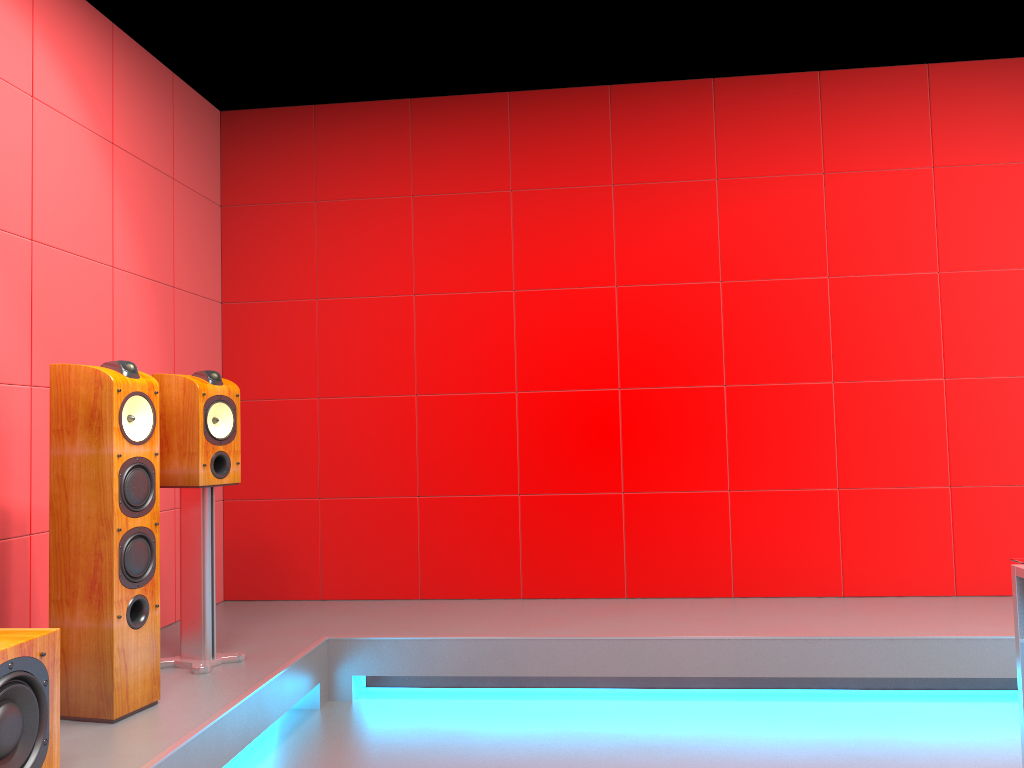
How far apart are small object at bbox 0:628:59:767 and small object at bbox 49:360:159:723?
0.41m

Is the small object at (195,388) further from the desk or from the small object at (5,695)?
the desk

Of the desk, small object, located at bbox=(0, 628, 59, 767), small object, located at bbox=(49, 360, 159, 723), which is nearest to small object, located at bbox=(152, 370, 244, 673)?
small object, located at bbox=(49, 360, 159, 723)

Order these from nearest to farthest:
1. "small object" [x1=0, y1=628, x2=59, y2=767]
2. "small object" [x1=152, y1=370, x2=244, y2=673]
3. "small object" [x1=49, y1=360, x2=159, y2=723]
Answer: "small object" [x1=0, y1=628, x2=59, y2=767] → "small object" [x1=49, y1=360, x2=159, y2=723] → "small object" [x1=152, y1=370, x2=244, y2=673]

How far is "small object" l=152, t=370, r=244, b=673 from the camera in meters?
3.1 m

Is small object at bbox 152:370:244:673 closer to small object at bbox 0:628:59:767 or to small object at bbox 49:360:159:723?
small object at bbox 49:360:159:723

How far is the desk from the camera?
2.27m

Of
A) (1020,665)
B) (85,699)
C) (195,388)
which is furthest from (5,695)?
(1020,665)

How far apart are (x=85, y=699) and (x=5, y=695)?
0.7m

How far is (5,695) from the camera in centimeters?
194cm
